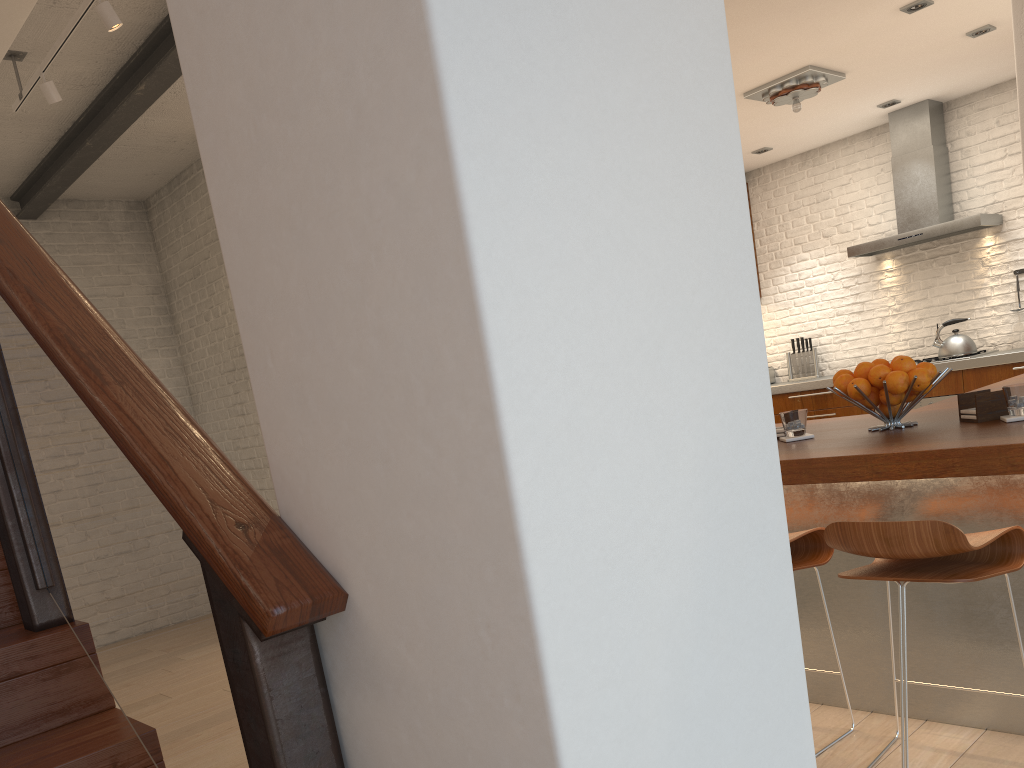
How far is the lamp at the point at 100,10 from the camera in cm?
329

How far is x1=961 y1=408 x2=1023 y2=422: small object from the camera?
2.4m

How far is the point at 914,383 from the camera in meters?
2.6 m

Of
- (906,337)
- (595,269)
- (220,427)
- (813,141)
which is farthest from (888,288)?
(595,269)

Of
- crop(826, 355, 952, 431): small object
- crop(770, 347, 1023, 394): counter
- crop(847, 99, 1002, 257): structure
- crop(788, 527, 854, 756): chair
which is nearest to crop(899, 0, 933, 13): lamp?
crop(847, 99, 1002, 257): structure

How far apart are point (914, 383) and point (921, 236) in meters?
4.7

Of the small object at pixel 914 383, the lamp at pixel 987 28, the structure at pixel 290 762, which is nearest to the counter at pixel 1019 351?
the lamp at pixel 987 28

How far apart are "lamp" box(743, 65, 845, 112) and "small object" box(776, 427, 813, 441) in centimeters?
332cm

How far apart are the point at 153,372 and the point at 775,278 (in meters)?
5.48

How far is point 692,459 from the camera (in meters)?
0.95
